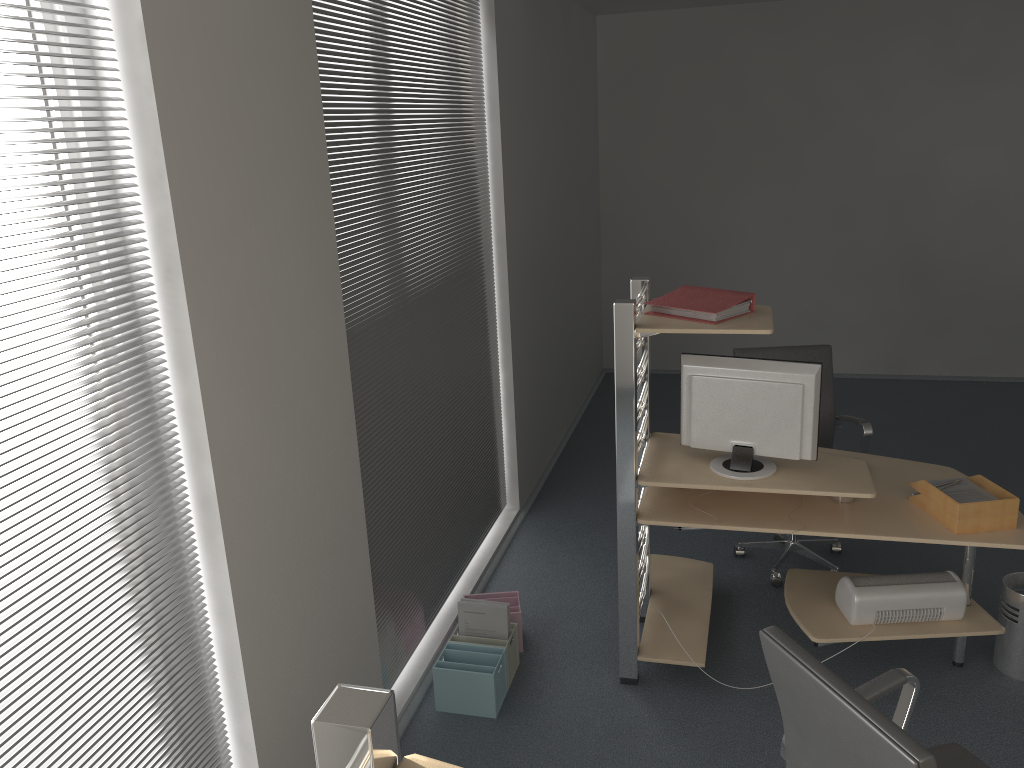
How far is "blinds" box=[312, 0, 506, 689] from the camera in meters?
3.1

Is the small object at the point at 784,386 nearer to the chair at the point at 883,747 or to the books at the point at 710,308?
the books at the point at 710,308

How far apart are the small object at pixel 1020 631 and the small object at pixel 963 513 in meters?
0.5

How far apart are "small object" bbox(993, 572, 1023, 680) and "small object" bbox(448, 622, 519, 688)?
1.9 meters

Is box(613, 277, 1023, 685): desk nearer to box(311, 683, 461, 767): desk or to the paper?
the paper

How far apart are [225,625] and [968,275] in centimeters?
660cm

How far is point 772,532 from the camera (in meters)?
3.23

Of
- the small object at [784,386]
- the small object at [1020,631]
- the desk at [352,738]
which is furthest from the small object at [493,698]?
the desk at [352,738]

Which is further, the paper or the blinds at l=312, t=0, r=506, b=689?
the paper

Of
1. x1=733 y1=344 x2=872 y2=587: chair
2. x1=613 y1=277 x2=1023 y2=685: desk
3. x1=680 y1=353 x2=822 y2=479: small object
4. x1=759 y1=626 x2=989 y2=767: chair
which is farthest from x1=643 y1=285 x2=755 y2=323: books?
x1=759 y1=626 x2=989 y2=767: chair
